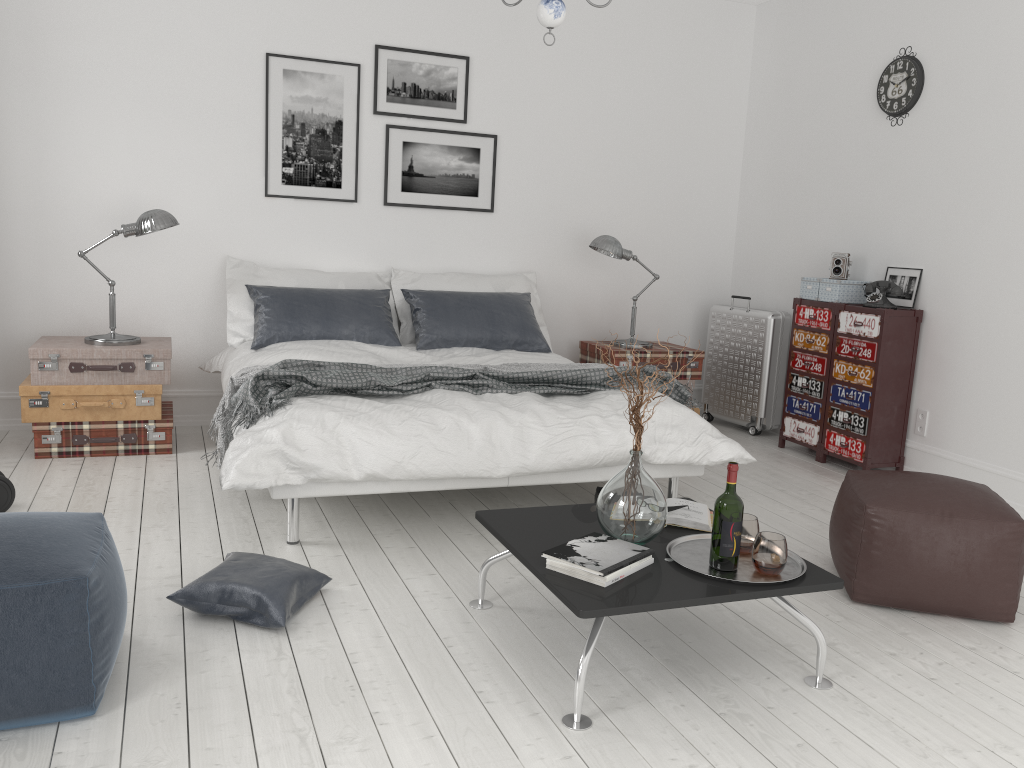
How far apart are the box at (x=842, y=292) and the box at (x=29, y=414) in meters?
3.7

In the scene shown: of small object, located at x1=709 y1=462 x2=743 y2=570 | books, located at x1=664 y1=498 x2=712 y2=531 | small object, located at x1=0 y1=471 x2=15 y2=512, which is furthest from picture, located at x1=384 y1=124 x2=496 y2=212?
small object, located at x1=709 y1=462 x2=743 y2=570

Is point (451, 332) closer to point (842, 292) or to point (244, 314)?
point (244, 314)

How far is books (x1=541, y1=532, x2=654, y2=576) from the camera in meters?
2.4 m

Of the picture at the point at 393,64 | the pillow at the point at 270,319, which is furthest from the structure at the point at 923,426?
the picture at the point at 393,64

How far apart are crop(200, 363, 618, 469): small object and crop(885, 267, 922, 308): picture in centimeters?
196cm

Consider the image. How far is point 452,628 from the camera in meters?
2.7

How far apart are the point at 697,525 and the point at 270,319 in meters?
2.8 m

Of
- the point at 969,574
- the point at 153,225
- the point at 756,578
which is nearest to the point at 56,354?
the point at 153,225

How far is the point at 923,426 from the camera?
4.83m
